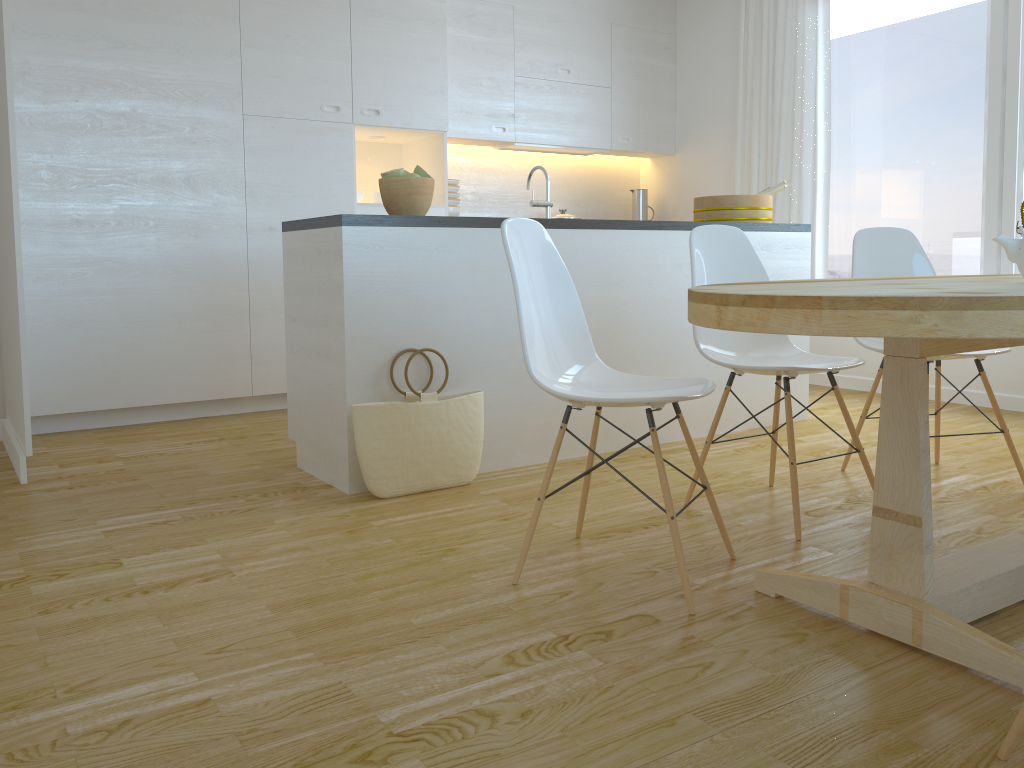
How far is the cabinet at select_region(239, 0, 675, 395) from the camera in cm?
455

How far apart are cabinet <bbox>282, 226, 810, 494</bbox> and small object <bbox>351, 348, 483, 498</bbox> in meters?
0.0

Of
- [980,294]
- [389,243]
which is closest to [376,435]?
[389,243]

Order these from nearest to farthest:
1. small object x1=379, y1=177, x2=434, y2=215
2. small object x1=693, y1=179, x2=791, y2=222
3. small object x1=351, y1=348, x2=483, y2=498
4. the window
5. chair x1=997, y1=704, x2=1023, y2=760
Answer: chair x1=997, y1=704, x2=1023, y2=760 → small object x1=351, y1=348, x2=483, y2=498 → small object x1=379, y1=177, x2=434, y2=215 → small object x1=693, y1=179, x2=791, y2=222 → the window

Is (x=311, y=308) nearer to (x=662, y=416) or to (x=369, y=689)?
(x=662, y=416)

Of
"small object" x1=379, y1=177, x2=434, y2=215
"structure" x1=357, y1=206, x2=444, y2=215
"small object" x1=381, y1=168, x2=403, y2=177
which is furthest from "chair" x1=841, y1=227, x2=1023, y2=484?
"structure" x1=357, y1=206, x2=444, y2=215

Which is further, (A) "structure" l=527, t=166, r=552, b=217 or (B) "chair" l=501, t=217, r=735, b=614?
(A) "structure" l=527, t=166, r=552, b=217

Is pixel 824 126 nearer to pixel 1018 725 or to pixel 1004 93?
pixel 1004 93

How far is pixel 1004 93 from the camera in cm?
450

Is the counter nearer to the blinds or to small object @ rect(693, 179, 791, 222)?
small object @ rect(693, 179, 791, 222)
